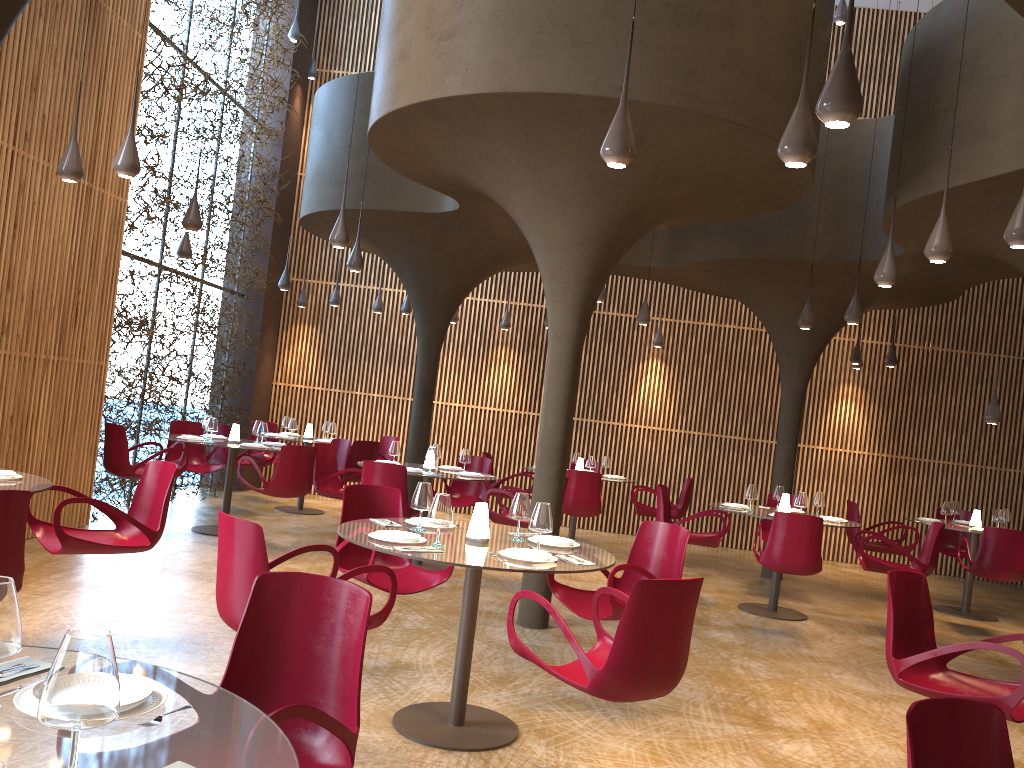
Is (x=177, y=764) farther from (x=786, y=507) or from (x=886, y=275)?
(x=786, y=507)

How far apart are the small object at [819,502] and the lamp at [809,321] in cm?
203

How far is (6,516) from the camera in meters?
4.3

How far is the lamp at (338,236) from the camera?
8.6 meters

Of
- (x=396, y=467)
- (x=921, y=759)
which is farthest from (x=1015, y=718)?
(x=396, y=467)

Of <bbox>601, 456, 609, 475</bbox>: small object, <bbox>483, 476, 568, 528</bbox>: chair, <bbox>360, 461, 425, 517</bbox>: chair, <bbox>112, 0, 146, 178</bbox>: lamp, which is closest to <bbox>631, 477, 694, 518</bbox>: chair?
<bbox>601, 456, 609, 475</bbox>: small object

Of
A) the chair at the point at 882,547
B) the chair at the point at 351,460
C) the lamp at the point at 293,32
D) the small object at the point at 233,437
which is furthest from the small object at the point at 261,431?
the chair at the point at 882,547

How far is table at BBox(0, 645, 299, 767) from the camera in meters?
1.8

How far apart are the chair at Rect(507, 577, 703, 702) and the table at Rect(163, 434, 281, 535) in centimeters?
664cm

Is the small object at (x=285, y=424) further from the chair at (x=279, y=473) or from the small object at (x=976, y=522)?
the small object at (x=976, y=522)
